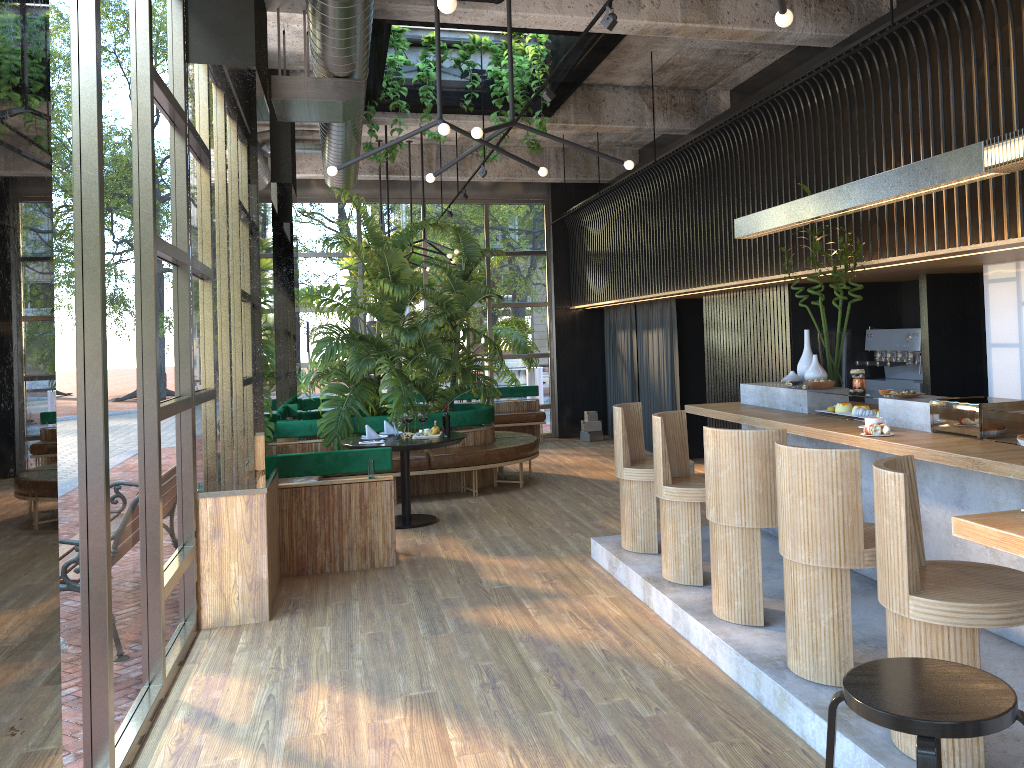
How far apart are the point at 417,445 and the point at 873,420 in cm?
407

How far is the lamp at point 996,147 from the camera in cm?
406

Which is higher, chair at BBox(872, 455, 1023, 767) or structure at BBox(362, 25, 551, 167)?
structure at BBox(362, 25, 551, 167)

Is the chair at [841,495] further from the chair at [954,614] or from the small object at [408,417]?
the small object at [408,417]

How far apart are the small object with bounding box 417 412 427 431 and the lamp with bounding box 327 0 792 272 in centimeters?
125cm

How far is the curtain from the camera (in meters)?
11.19

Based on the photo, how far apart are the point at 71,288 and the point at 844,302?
6.8 meters

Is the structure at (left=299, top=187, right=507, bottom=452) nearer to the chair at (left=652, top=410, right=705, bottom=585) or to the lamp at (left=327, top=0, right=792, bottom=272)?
the lamp at (left=327, top=0, right=792, bottom=272)

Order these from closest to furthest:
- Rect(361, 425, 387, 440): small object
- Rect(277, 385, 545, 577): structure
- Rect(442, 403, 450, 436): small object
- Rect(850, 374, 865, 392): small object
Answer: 1. Rect(442, 403, 450, 436): small object
2. Rect(850, 374, 865, 392): small object
3. Rect(277, 385, 545, 577): structure
4. Rect(361, 425, 387, 440): small object

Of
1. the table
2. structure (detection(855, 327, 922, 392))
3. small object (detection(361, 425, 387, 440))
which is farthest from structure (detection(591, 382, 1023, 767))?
small object (detection(361, 425, 387, 440))
